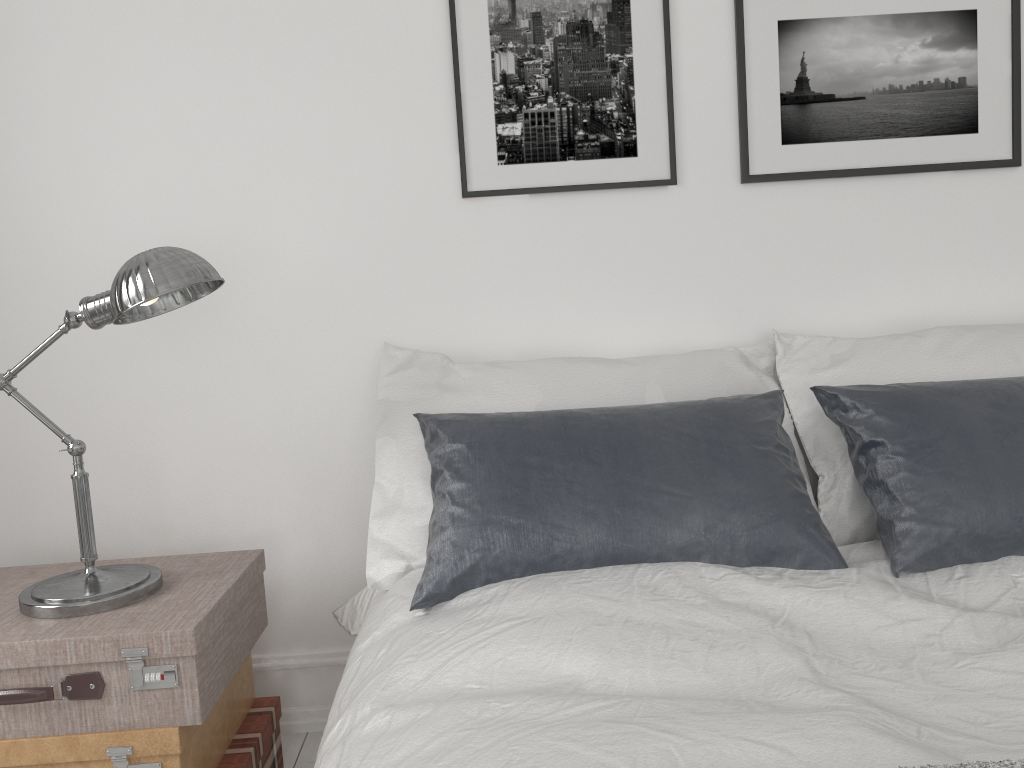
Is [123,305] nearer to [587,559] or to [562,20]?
[587,559]

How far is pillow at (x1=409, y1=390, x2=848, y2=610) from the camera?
1.64m

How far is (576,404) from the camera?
1.98m

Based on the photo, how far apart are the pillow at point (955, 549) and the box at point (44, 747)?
1.3 meters

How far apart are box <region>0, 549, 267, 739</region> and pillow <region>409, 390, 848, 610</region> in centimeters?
40cm

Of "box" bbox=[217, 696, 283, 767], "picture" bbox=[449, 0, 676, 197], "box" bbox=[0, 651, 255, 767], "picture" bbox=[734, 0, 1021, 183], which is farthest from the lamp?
"picture" bbox=[734, 0, 1021, 183]

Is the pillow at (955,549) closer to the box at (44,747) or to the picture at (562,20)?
the picture at (562,20)

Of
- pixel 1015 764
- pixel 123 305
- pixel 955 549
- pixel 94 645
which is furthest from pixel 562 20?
pixel 1015 764

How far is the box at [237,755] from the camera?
1.87m

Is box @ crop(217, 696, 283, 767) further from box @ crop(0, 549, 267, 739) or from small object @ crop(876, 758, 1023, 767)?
small object @ crop(876, 758, 1023, 767)
